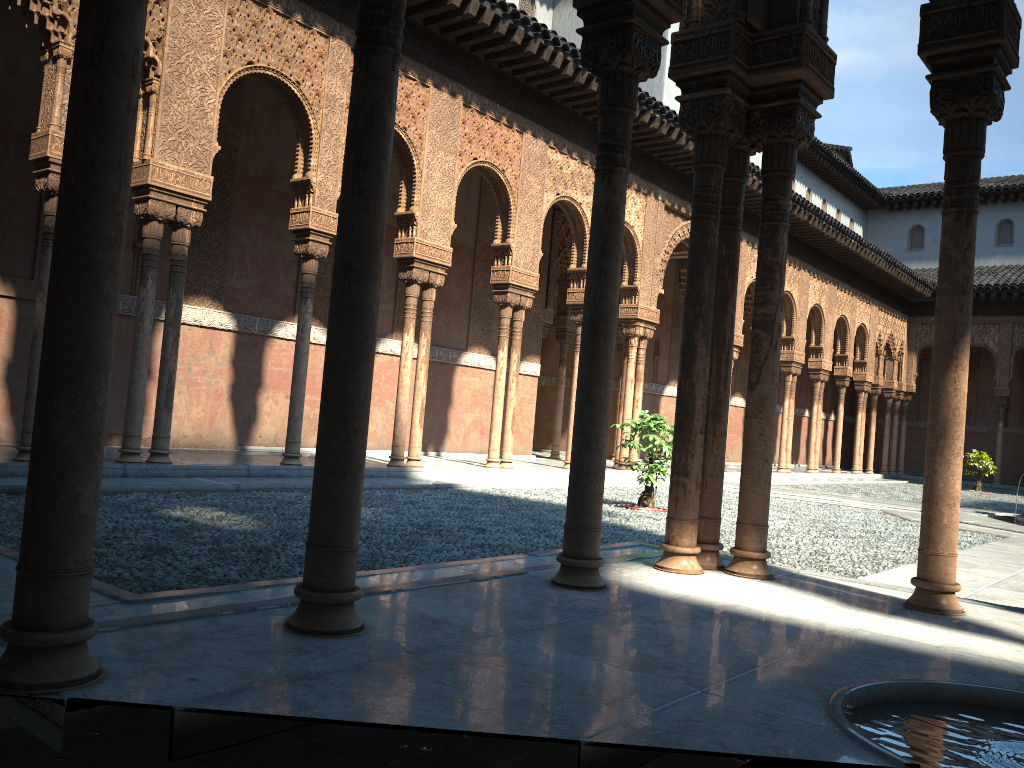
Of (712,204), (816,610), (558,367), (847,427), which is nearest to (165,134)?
(712,204)
